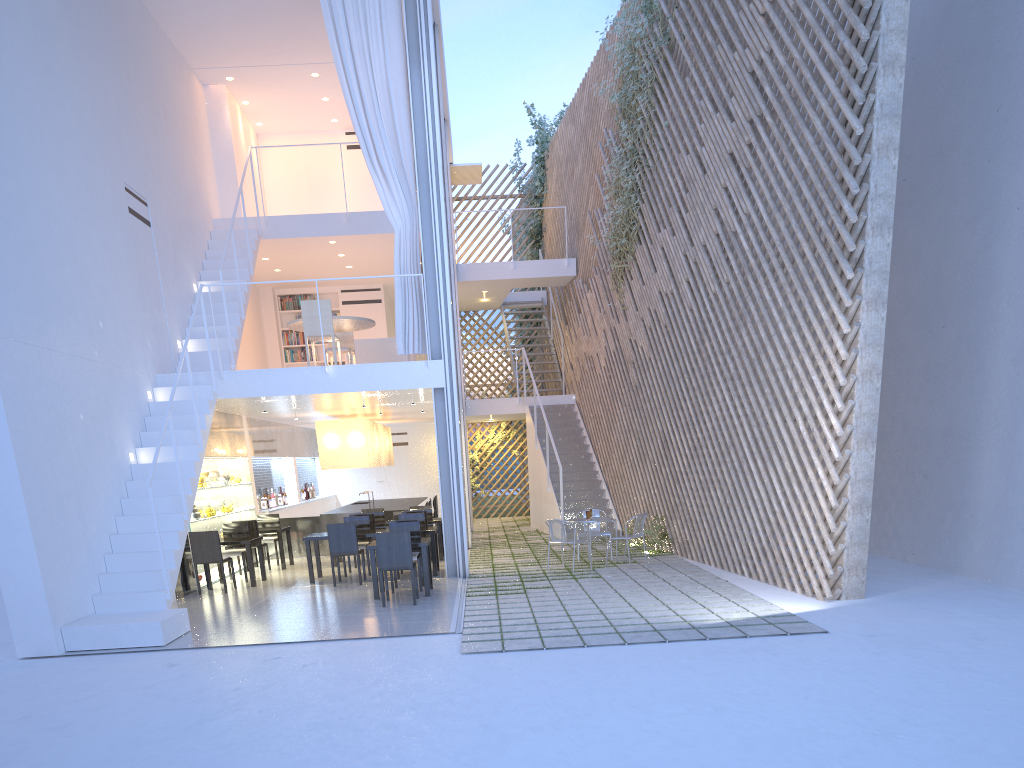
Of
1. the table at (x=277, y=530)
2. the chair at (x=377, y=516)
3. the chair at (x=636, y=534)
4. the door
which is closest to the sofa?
the chair at (x=377, y=516)

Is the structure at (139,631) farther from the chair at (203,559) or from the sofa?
the sofa

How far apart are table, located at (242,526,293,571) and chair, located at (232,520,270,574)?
0.2 meters

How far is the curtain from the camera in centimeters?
580cm

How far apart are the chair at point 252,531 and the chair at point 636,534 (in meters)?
2.96

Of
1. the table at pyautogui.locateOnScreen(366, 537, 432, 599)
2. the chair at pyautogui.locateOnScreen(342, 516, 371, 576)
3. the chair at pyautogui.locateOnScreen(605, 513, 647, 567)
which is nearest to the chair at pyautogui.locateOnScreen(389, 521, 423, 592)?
the table at pyautogui.locateOnScreen(366, 537, 432, 599)

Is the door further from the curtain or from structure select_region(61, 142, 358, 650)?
the curtain

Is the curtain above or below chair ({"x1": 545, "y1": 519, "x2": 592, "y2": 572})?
above

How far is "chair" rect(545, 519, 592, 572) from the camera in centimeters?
563cm

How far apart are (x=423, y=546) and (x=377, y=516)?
2.4 meters
